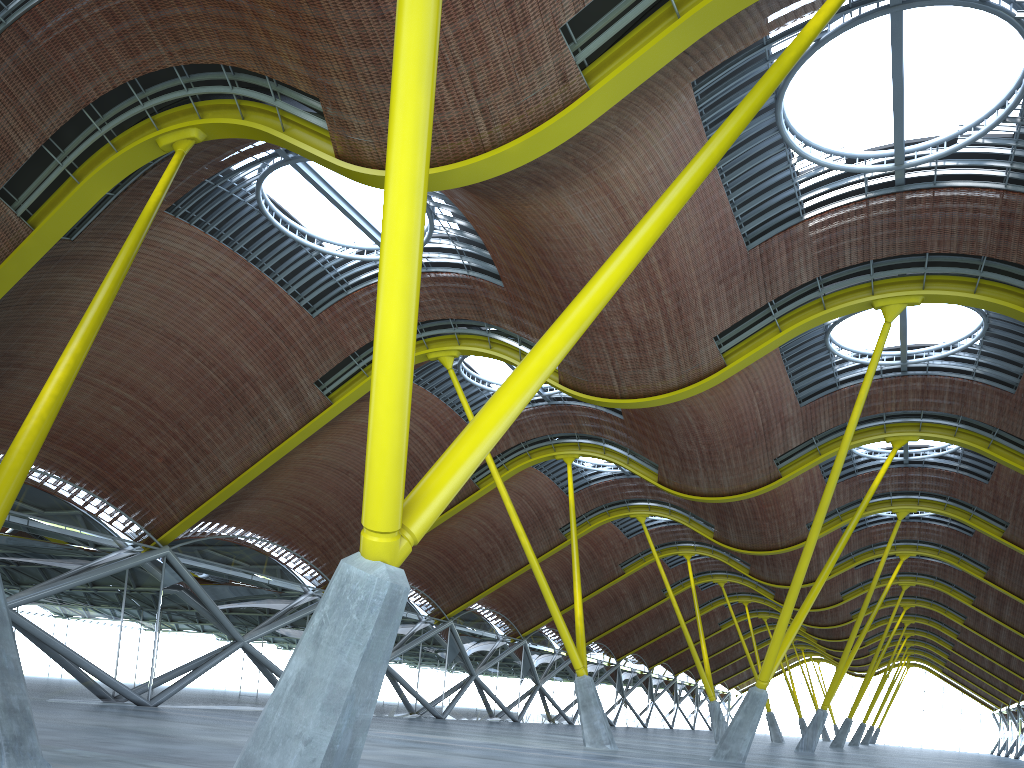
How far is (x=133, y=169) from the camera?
21.2 meters
